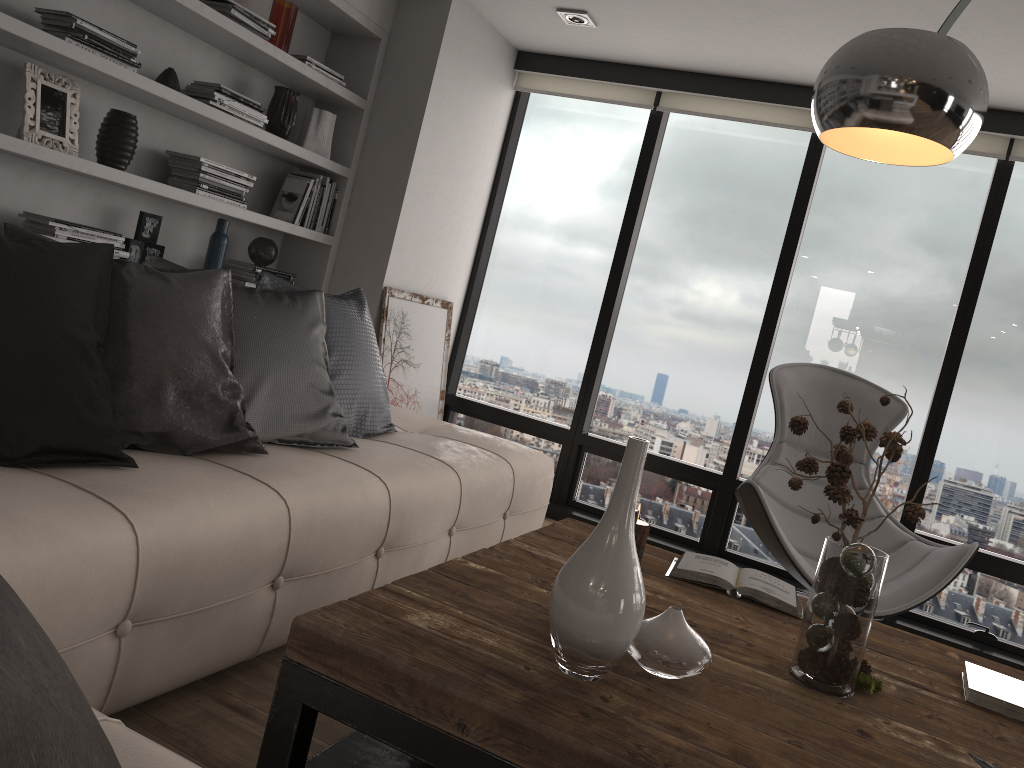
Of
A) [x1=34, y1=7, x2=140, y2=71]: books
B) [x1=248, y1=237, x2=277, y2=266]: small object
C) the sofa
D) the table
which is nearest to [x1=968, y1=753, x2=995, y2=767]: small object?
the table

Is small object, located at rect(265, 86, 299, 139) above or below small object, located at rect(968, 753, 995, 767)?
above

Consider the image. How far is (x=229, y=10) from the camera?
3.40m

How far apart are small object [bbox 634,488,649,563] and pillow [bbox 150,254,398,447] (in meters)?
0.91

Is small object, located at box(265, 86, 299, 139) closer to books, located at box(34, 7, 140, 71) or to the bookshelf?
the bookshelf

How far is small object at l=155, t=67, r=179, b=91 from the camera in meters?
3.3

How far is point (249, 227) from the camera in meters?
4.2 m

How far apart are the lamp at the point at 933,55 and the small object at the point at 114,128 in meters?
2.5

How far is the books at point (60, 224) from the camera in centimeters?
297cm

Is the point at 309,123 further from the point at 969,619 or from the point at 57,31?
the point at 969,619
